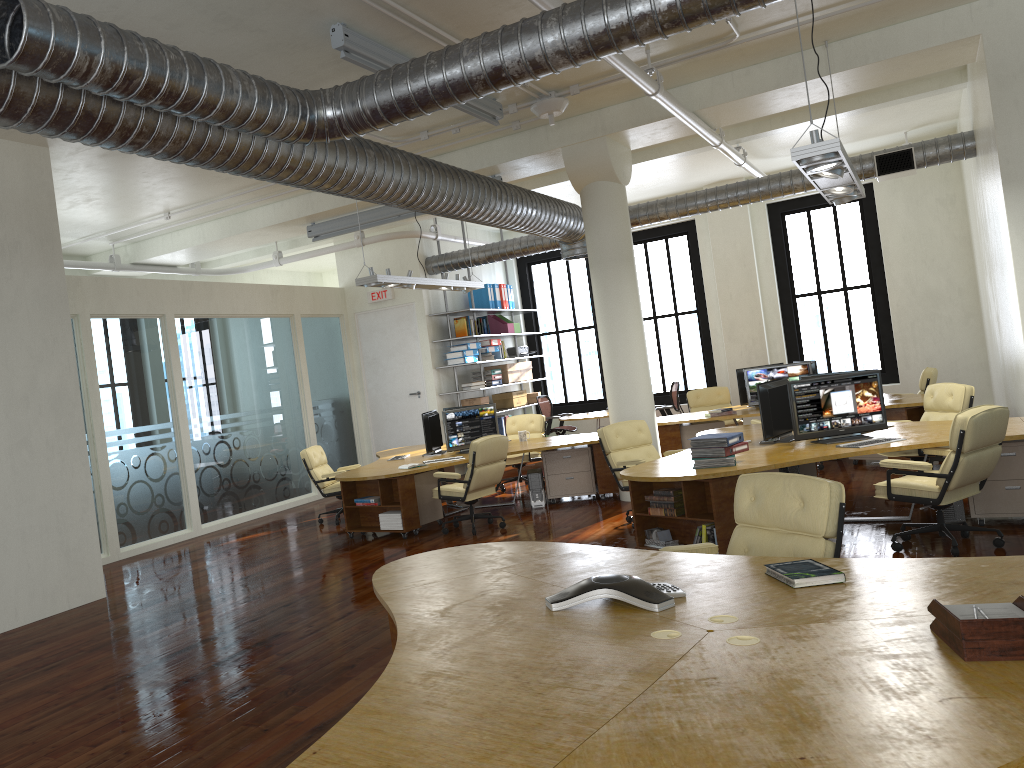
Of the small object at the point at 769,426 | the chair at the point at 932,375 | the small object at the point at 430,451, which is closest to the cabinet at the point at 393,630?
the small object at the point at 769,426

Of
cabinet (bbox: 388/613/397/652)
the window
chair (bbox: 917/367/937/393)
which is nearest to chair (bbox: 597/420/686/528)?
cabinet (bbox: 388/613/397/652)

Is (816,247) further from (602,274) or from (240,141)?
(240,141)

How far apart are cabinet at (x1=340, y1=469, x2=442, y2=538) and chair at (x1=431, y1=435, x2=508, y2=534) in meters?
0.3

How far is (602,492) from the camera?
10.5 meters

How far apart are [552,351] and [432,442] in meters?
12.8 m

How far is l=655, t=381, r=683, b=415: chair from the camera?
14.4m

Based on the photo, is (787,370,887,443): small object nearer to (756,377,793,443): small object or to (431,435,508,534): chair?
(756,377,793,443): small object

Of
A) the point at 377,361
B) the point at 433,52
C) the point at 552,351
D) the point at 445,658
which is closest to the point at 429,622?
the point at 445,658

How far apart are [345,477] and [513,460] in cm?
340
